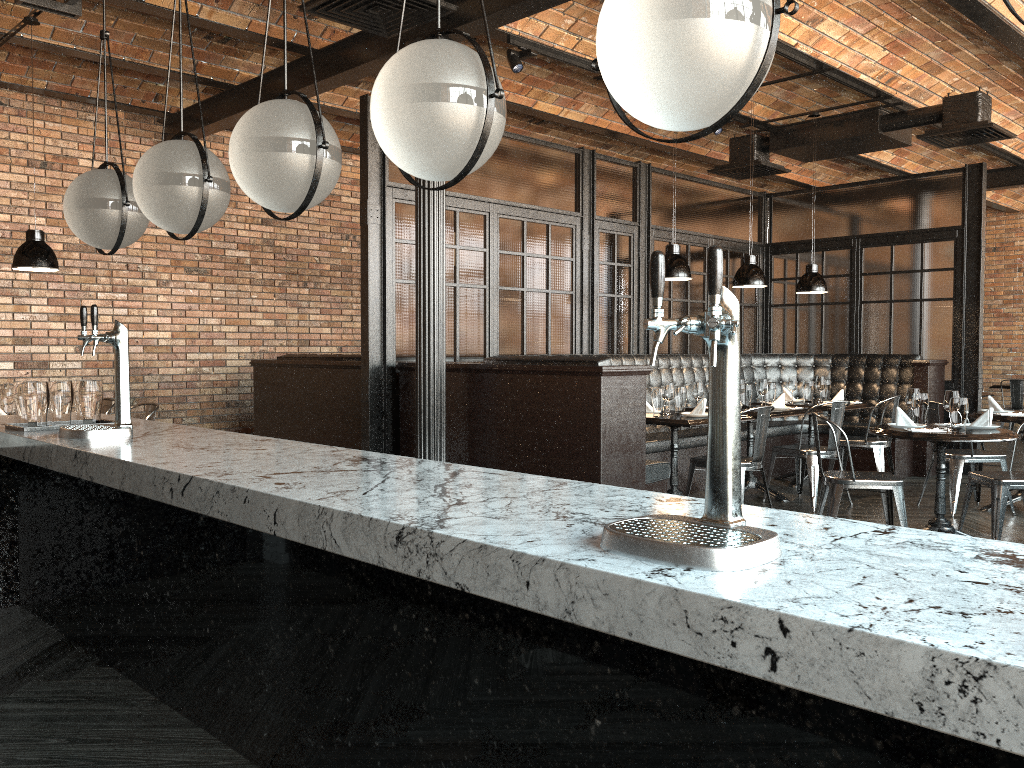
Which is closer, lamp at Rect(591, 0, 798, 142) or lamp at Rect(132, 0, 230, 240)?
lamp at Rect(591, 0, 798, 142)

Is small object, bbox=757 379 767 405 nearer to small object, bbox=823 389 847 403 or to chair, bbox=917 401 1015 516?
small object, bbox=823 389 847 403

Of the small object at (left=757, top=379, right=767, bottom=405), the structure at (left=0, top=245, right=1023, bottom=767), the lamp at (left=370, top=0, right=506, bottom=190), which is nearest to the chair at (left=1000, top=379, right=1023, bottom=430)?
the small object at (left=757, top=379, right=767, bottom=405)

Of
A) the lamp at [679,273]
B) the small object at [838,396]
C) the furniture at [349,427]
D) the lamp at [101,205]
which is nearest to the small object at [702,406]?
the lamp at [679,273]

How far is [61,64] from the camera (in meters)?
7.47

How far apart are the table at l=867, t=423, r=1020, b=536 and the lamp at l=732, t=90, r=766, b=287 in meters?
2.0 m

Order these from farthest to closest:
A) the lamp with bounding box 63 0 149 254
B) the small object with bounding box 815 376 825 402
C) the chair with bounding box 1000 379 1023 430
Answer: the chair with bounding box 1000 379 1023 430 → the small object with bounding box 815 376 825 402 → the lamp with bounding box 63 0 149 254

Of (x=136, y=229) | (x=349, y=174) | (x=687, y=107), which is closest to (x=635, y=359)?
(x=349, y=174)

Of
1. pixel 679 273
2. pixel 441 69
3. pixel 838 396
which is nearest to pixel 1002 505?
pixel 679 273

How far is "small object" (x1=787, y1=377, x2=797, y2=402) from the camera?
8.15m
